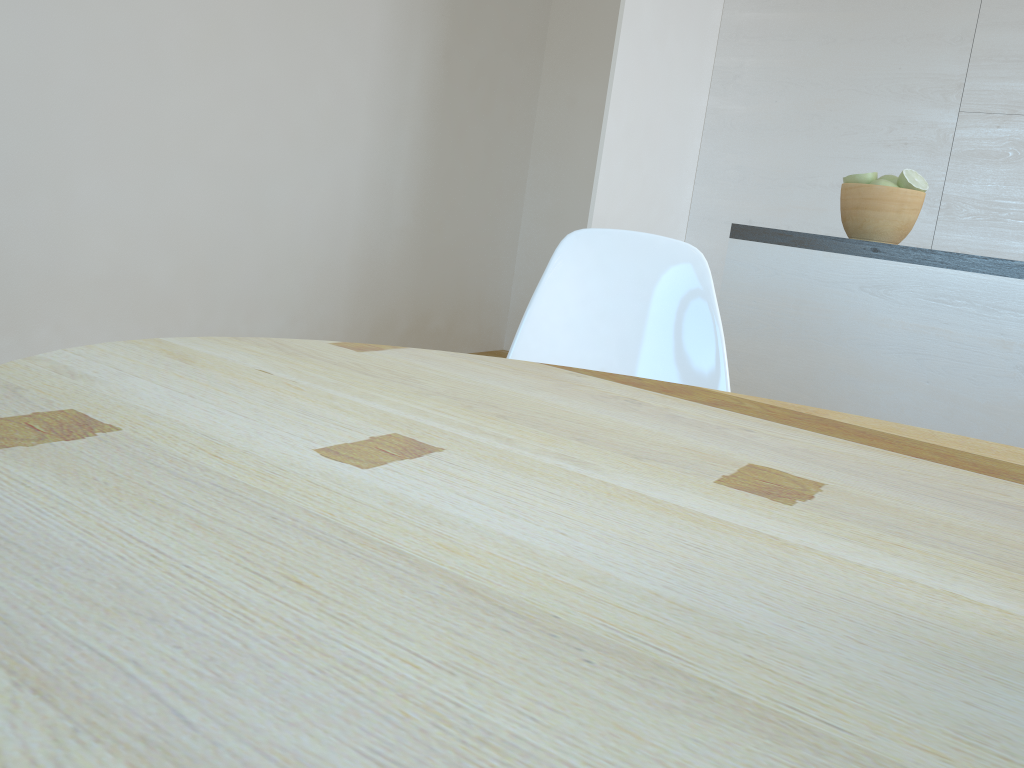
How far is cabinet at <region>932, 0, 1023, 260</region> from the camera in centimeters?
350cm

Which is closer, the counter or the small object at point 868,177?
the counter

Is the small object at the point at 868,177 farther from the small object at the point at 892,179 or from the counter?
the counter

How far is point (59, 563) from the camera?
0.41m

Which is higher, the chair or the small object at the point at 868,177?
the small object at the point at 868,177

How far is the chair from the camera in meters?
1.5 m

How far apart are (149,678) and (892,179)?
2.3 meters

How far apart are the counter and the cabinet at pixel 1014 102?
1.80m

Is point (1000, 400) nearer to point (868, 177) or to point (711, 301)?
point (868, 177)

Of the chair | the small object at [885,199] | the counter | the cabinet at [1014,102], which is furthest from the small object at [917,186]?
the cabinet at [1014,102]
